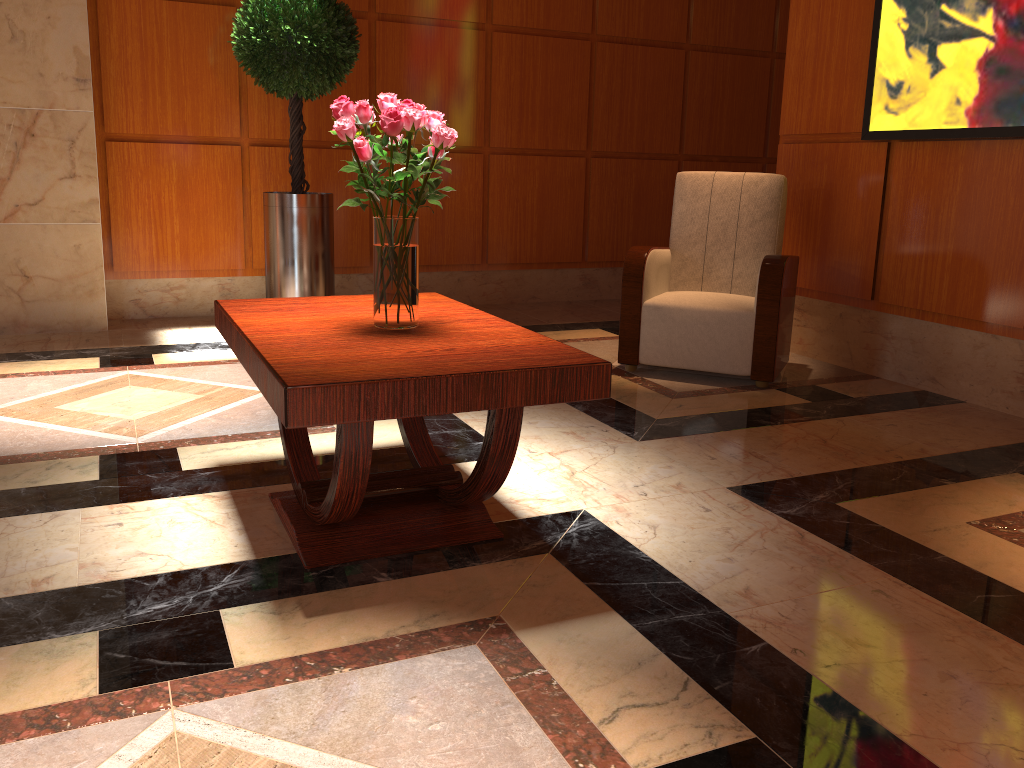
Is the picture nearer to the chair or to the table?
the chair

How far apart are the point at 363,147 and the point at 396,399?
0.7 meters

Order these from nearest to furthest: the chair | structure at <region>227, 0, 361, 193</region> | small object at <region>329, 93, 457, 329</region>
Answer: small object at <region>329, 93, 457, 329</region> < the chair < structure at <region>227, 0, 361, 193</region>

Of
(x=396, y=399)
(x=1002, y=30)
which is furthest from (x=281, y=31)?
(x=396, y=399)

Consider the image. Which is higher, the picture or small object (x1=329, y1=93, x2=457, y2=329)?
the picture

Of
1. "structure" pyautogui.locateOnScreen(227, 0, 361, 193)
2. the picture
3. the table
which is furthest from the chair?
"structure" pyautogui.locateOnScreen(227, 0, 361, 193)

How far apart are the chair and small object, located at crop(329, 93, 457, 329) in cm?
193

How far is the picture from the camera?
3.50m

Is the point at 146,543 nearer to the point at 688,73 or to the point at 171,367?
the point at 171,367

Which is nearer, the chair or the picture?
the picture
